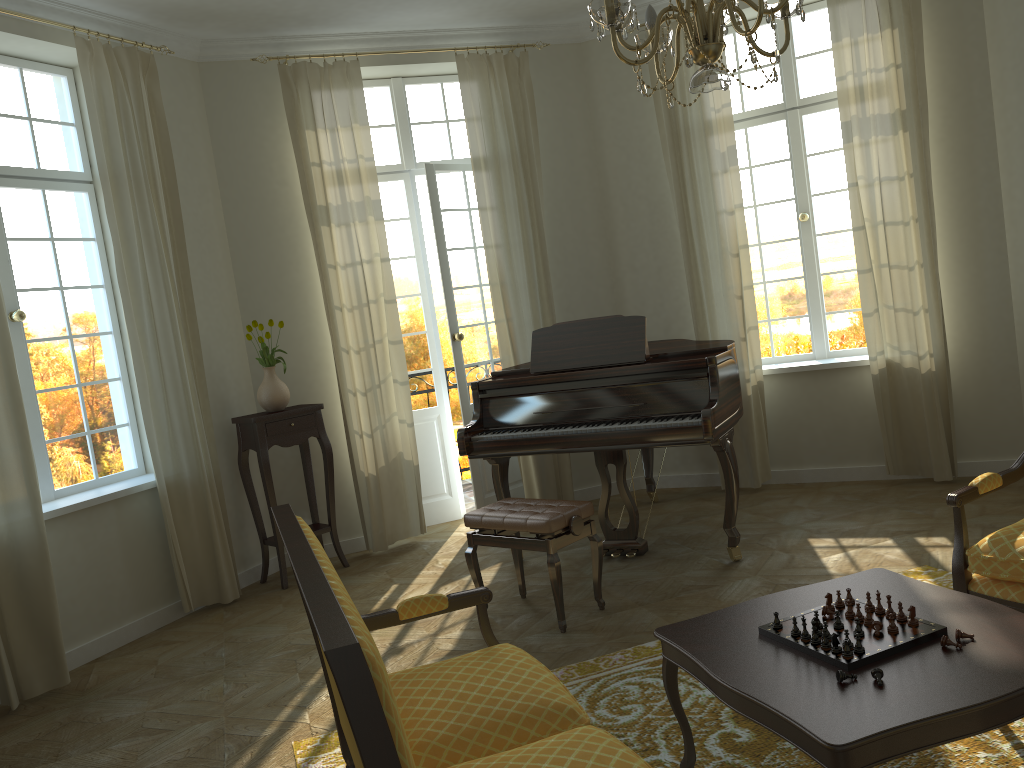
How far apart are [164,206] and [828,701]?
4.67m

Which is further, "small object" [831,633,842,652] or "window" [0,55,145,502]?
"window" [0,55,145,502]

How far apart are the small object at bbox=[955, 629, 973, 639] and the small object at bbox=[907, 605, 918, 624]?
0.1m

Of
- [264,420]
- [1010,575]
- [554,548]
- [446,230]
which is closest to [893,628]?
[1010,575]

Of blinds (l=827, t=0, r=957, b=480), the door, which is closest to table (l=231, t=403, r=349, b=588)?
the door

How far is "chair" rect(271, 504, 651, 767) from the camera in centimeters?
135cm

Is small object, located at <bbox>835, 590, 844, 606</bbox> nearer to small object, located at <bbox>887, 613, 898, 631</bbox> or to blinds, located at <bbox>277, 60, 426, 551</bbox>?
small object, located at <bbox>887, 613, 898, 631</bbox>

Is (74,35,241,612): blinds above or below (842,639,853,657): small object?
above

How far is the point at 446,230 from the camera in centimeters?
657cm

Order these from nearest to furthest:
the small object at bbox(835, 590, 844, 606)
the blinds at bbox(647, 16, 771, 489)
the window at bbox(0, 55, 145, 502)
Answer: the small object at bbox(835, 590, 844, 606)
the window at bbox(0, 55, 145, 502)
the blinds at bbox(647, 16, 771, 489)
